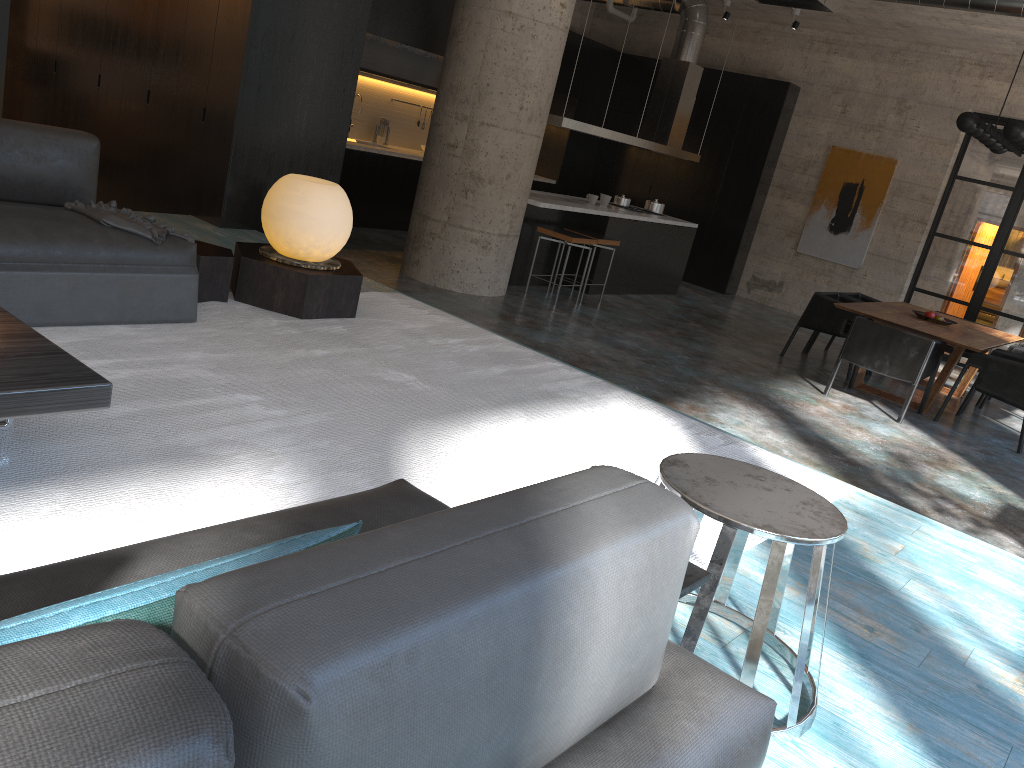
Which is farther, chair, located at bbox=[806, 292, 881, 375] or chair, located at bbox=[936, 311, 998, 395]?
chair, located at bbox=[806, 292, 881, 375]

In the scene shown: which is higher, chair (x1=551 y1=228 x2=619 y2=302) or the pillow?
the pillow

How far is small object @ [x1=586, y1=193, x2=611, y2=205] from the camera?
10.33m

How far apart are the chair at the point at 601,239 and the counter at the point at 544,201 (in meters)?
0.29

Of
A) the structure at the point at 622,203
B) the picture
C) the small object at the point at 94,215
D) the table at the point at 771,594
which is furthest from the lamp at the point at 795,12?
the table at the point at 771,594

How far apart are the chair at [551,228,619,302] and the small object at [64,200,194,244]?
5.88m

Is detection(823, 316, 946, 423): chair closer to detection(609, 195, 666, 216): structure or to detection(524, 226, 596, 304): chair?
detection(524, 226, 596, 304): chair

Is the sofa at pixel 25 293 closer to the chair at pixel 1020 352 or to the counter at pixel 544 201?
the counter at pixel 544 201

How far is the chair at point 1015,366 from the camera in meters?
7.5 m

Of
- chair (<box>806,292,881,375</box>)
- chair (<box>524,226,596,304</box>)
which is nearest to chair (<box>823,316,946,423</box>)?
chair (<box>806,292,881,375</box>)
